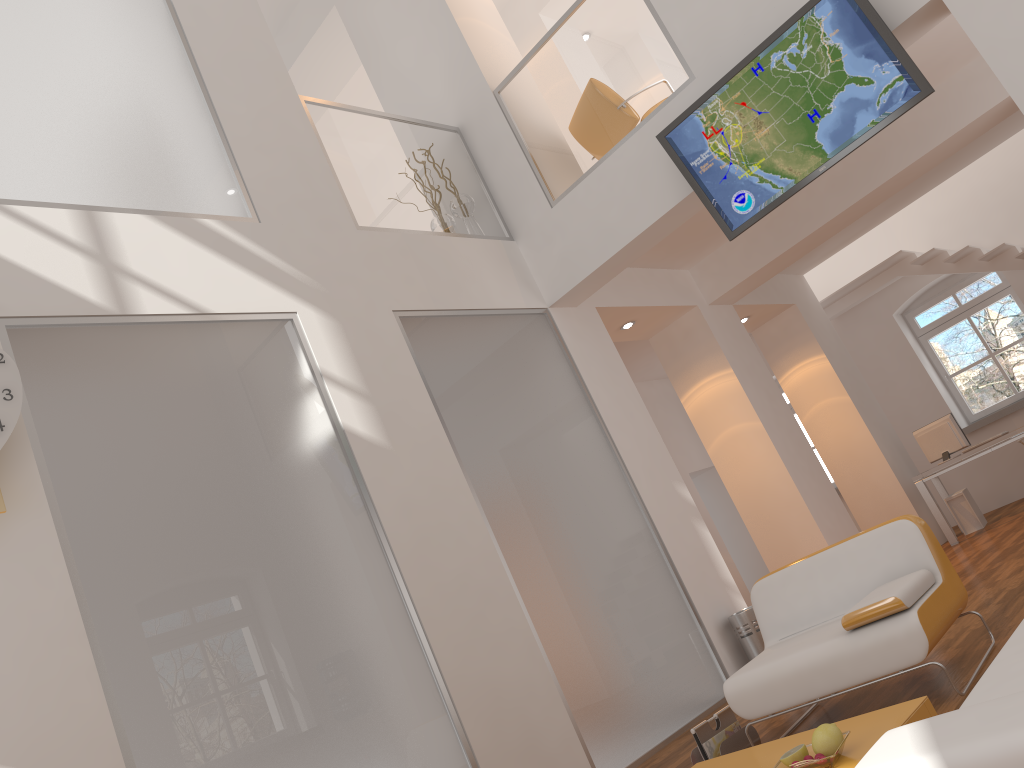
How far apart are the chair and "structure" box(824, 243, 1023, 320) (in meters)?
6.51

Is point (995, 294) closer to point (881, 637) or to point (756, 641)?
point (756, 641)

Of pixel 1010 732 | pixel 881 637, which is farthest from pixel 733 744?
pixel 1010 732

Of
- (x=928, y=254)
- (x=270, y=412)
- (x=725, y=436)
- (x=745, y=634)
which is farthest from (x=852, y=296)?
(x=270, y=412)

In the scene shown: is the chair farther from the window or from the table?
the window

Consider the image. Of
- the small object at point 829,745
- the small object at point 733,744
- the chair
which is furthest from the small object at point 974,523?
the small object at point 829,745

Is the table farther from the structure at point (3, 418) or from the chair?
the structure at point (3, 418)

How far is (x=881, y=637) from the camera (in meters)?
3.46

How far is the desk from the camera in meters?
8.5

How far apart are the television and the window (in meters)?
6.80
